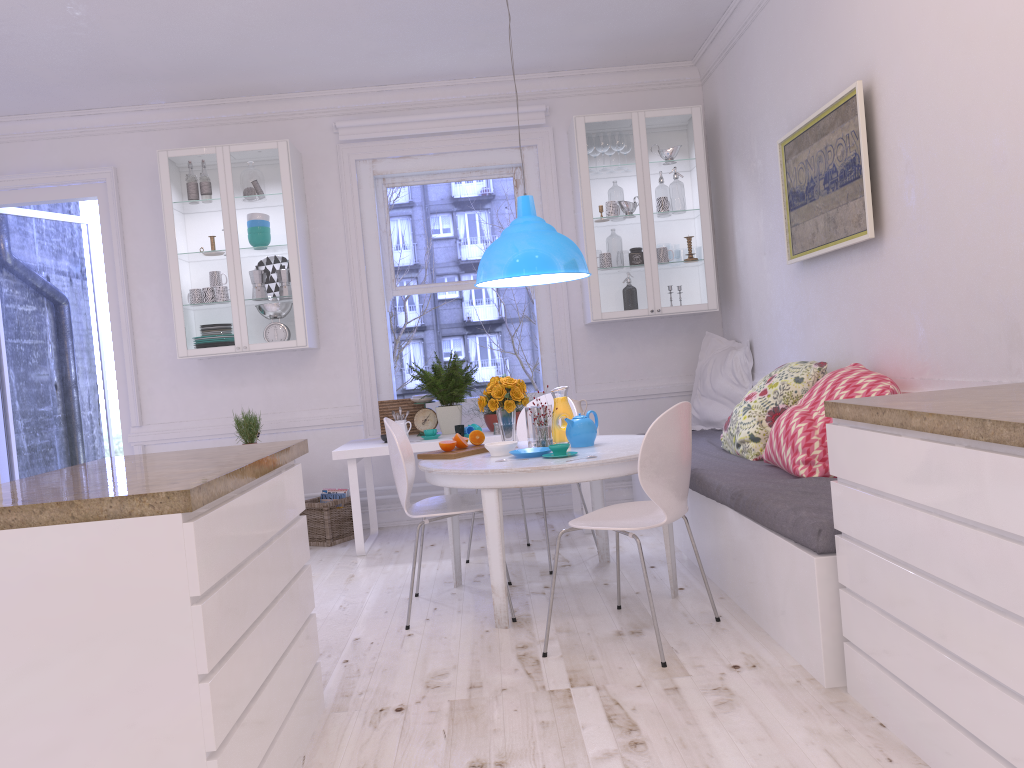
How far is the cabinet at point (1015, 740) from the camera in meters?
1.7 m

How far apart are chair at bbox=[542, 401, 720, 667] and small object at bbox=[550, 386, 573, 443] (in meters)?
0.74

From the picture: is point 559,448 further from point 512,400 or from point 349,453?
point 349,453

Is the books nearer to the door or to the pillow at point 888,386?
the door

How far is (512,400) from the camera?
4.0m

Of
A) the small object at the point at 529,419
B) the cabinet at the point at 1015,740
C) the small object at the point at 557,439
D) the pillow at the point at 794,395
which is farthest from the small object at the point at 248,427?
the cabinet at the point at 1015,740

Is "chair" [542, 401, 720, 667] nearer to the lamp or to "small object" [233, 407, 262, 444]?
the lamp

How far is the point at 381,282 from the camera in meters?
6.0

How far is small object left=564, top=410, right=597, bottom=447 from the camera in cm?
388

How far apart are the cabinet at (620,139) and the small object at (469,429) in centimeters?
113cm
